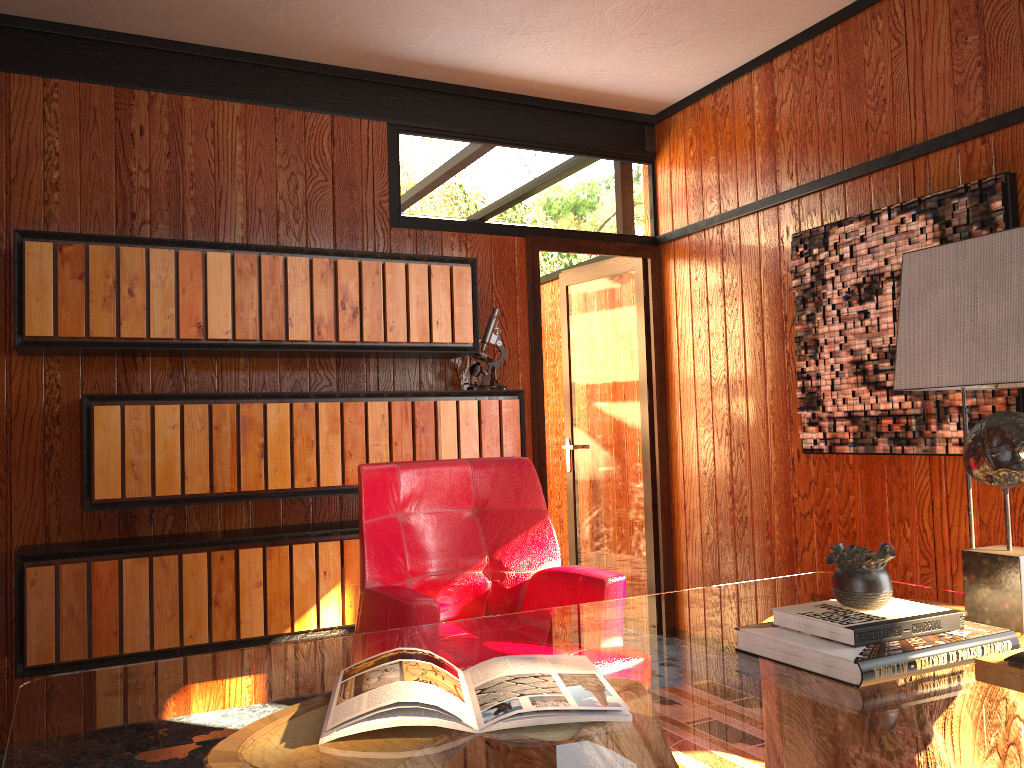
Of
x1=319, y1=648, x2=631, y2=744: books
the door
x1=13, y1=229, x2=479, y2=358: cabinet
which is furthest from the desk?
the door

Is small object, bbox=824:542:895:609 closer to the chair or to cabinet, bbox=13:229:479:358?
the chair

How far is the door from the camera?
4.3 meters

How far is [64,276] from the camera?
2.9m

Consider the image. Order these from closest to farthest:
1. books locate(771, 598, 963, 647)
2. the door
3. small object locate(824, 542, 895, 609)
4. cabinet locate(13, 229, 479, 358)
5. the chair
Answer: books locate(771, 598, 963, 647), small object locate(824, 542, 895, 609), the chair, cabinet locate(13, 229, 479, 358), the door

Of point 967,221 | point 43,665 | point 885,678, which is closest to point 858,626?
point 885,678

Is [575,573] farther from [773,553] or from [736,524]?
[736,524]

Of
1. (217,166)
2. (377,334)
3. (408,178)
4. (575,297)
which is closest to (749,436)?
(575,297)

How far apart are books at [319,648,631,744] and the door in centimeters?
253cm

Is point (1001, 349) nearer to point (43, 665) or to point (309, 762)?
point (309, 762)
